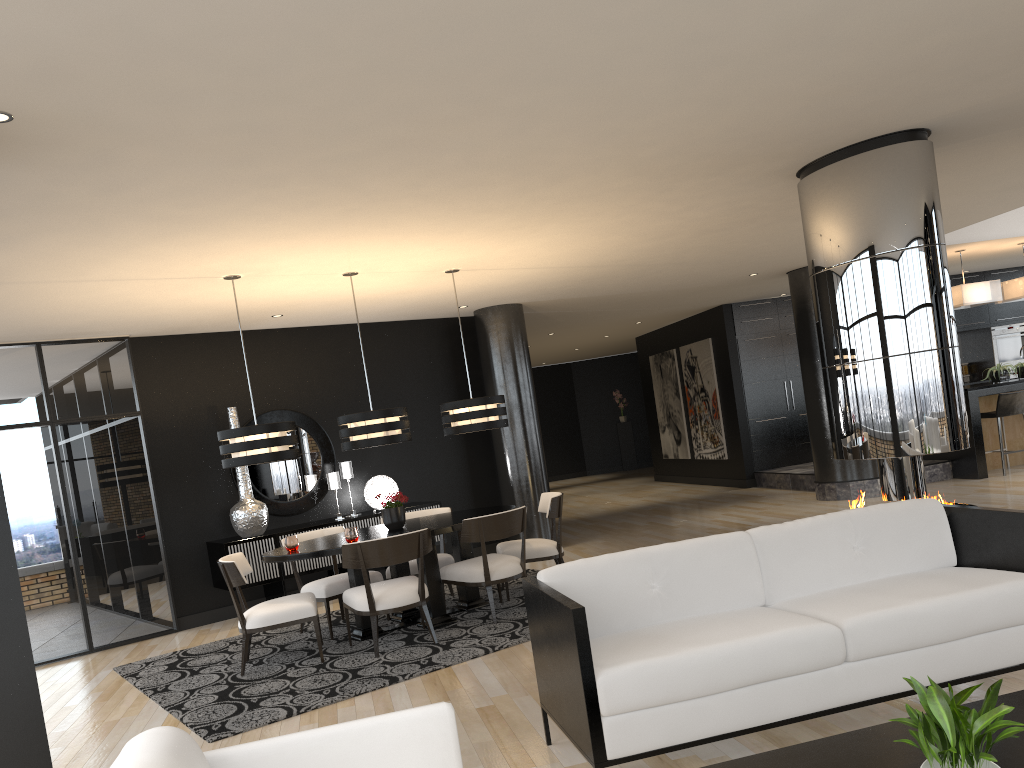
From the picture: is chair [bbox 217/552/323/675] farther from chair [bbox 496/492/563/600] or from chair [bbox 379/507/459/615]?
chair [bbox 496/492/563/600]

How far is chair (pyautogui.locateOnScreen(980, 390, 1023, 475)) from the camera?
10.2 meters

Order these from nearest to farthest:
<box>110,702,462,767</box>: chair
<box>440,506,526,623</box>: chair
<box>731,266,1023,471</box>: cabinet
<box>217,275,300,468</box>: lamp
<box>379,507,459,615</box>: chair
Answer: <box>110,702,462,767</box>: chair, <box>217,275,300,468</box>: lamp, <box>440,506,526,623</box>: chair, <box>379,507,459,615</box>: chair, <box>731,266,1023,471</box>: cabinet

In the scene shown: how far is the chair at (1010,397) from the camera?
10.2m

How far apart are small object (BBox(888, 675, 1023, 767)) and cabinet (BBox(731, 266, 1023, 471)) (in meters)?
11.29

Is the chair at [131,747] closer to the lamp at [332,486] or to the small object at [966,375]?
the lamp at [332,486]

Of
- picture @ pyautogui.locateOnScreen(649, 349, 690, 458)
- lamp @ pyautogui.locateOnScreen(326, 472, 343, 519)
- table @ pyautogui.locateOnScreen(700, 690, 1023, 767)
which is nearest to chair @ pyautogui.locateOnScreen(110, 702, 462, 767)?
table @ pyautogui.locateOnScreen(700, 690, 1023, 767)

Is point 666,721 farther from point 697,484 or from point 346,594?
point 697,484

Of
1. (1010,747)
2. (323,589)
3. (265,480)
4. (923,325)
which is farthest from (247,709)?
(923,325)

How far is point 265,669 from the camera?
5.9m
